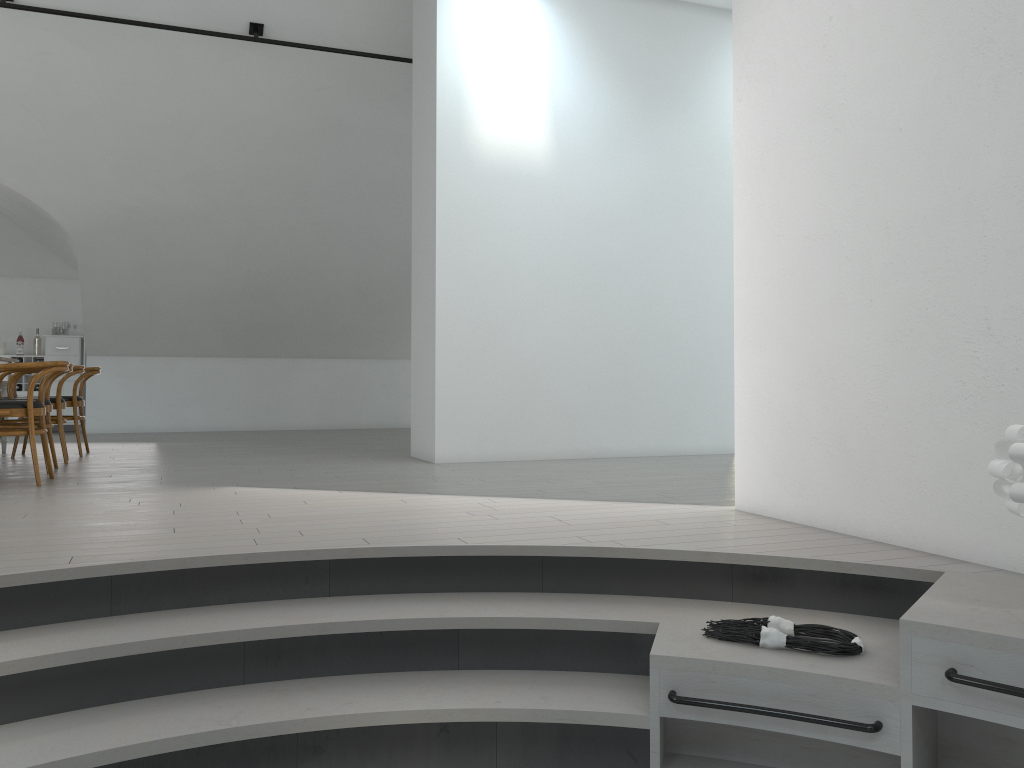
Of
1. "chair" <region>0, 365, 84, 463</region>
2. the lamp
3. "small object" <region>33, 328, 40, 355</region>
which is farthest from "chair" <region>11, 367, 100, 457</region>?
the lamp

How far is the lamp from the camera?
2.2m

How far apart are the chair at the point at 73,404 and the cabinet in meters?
3.4

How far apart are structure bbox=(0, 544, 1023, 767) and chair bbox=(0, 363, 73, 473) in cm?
346

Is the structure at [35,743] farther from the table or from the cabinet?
the cabinet

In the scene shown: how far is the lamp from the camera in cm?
221

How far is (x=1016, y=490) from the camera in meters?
2.2

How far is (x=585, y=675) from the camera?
2.9m

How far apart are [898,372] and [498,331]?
3.85m

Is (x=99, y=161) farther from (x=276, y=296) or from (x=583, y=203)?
(x=583, y=203)
